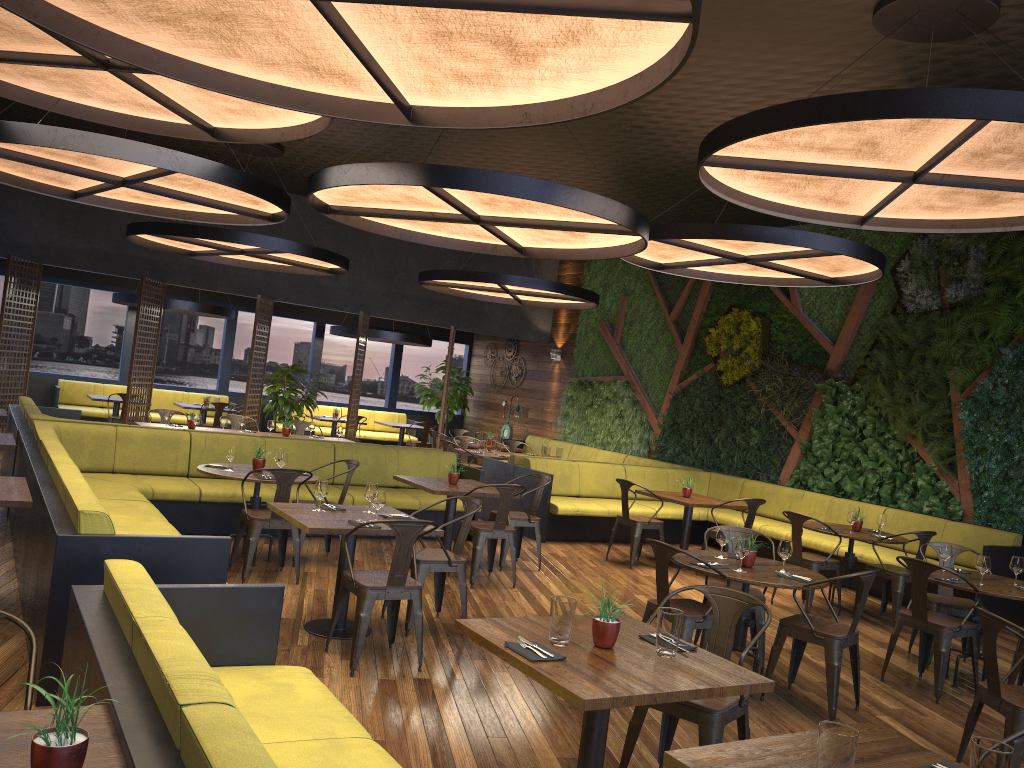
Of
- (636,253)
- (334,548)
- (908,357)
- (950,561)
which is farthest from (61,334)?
(950,561)

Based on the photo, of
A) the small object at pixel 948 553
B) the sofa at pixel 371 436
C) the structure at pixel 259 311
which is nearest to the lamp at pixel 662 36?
the small object at pixel 948 553

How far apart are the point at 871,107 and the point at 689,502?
5.6m

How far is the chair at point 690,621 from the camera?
5.32m

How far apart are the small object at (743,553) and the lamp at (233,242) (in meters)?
6.88

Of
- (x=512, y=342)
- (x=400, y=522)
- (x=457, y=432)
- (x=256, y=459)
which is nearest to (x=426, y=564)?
(x=400, y=522)

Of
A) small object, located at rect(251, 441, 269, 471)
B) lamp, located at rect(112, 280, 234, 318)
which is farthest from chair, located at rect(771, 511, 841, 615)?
lamp, located at rect(112, 280, 234, 318)

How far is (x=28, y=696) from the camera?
2.4 meters

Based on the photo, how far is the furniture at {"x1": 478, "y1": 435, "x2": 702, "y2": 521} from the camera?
11.2 meters

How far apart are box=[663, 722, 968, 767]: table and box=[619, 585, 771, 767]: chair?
0.8 meters
